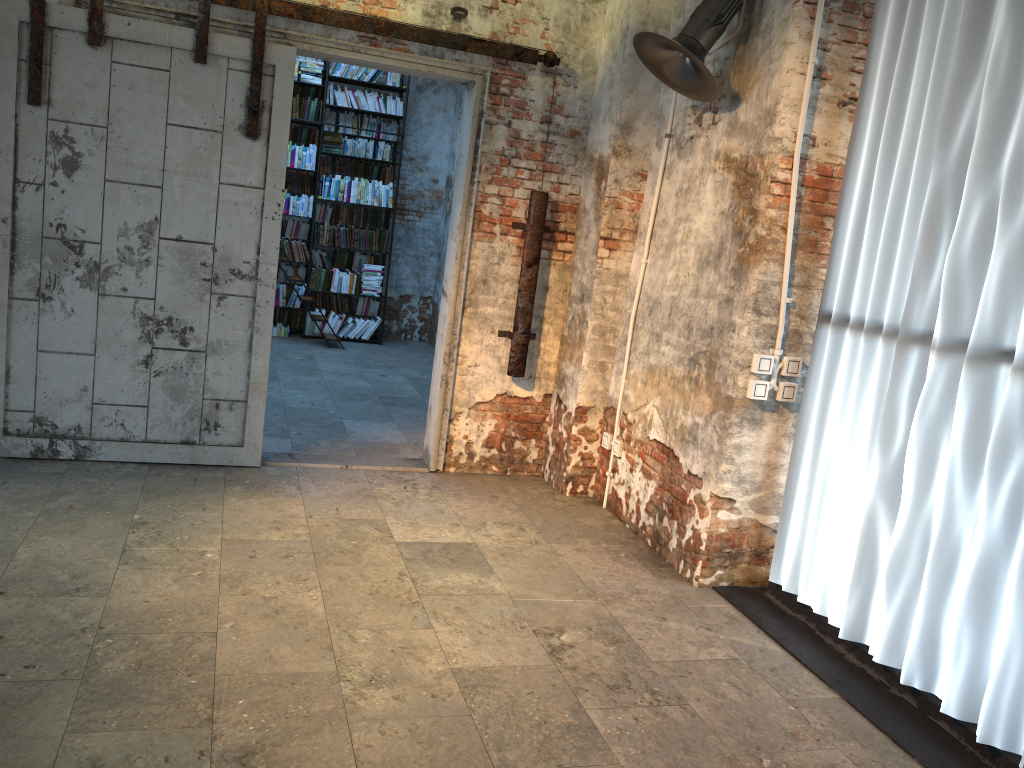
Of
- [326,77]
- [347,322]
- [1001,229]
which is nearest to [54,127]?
[1001,229]

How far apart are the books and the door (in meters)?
4.84

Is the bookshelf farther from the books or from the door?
the door

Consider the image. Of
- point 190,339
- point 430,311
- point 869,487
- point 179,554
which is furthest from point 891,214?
point 430,311

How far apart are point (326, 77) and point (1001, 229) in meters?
7.9

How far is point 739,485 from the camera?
4.2m

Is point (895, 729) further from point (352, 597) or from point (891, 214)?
point (352, 597)

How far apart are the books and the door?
4.84m

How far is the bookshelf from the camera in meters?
9.5

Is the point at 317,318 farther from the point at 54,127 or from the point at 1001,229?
the point at 1001,229
